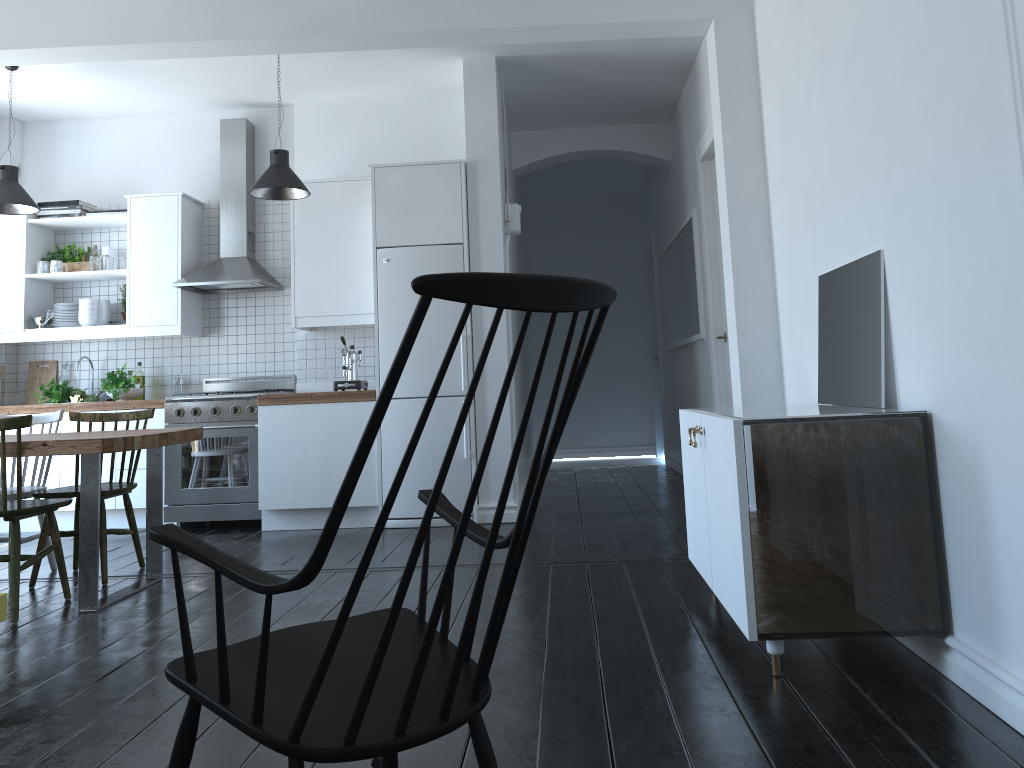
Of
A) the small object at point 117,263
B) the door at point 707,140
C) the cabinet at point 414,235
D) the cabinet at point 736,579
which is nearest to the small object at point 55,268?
the cabinet at point 414,235

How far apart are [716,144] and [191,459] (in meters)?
3.97

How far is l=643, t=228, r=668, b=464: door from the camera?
9.30m

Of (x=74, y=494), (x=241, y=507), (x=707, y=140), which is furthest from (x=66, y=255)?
(x=707, y=140)

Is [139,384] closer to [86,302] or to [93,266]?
[86,302]

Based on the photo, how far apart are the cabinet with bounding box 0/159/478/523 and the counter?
0.5m

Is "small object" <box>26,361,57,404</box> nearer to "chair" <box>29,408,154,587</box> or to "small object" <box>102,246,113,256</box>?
"small object" <box>102,246,113,256</box>

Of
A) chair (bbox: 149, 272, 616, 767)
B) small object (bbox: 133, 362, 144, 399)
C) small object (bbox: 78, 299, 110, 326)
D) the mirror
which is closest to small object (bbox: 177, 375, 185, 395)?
small object (bbox: 133, 362, 144, 399)

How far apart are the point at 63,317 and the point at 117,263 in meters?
0.6

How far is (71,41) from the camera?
4.48m
